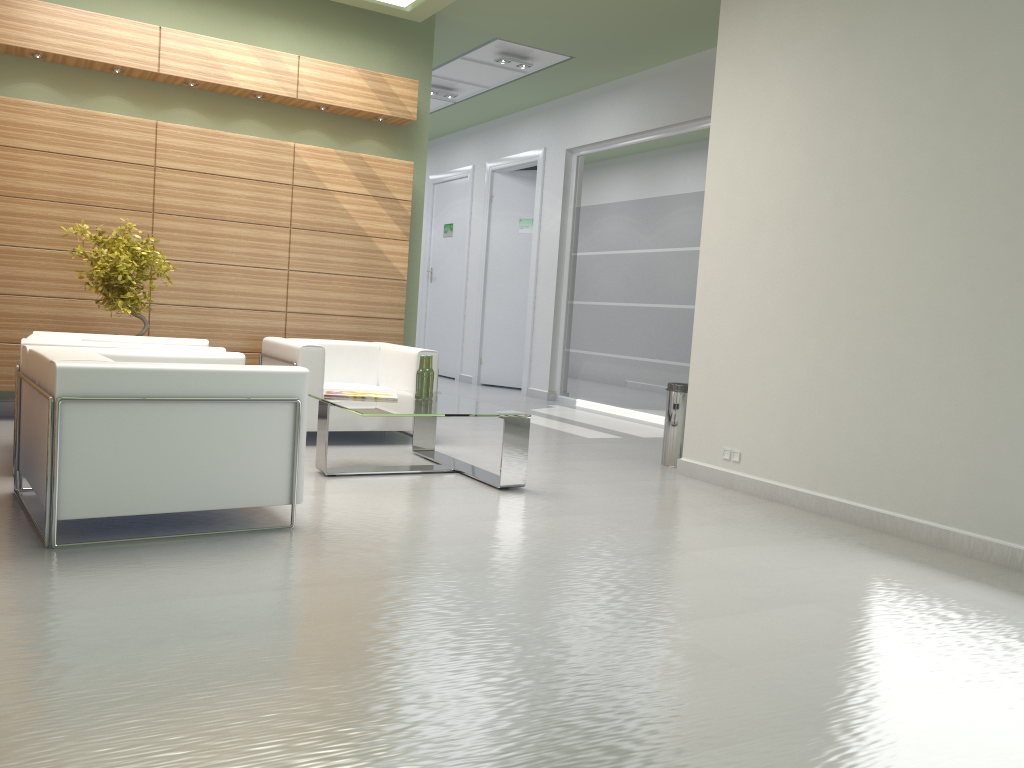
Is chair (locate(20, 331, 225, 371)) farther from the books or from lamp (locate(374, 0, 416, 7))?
lamp (locate(374, 0, 416, 7))

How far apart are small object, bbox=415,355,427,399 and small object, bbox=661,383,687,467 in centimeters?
326cm

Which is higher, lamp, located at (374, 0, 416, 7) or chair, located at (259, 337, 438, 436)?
lamp, located at (374, 0, 416, 7)

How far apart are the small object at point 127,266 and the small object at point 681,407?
6.3 meters

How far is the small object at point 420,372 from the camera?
9.5 meters

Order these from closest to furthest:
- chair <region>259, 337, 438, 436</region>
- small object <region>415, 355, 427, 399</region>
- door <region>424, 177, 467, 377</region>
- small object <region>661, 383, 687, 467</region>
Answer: small object <region>415, 355, 427, 399</region>
chair <region>259, 337, 438, 436</region>
small object <region>661, 383, 687, 467</region>
door <region>424, 177, 467, 377</region>

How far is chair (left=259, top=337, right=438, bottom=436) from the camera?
10.59m

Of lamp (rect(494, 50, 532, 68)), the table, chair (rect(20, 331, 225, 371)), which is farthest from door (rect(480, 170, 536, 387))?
chair (rect(20, 331, 225, 371))

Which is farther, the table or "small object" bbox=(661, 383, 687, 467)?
"small object" bbox=(661, 383, 687, 467)

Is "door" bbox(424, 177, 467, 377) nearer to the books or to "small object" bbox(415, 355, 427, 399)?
"small object" bbox(415, 355, 427, 399)
